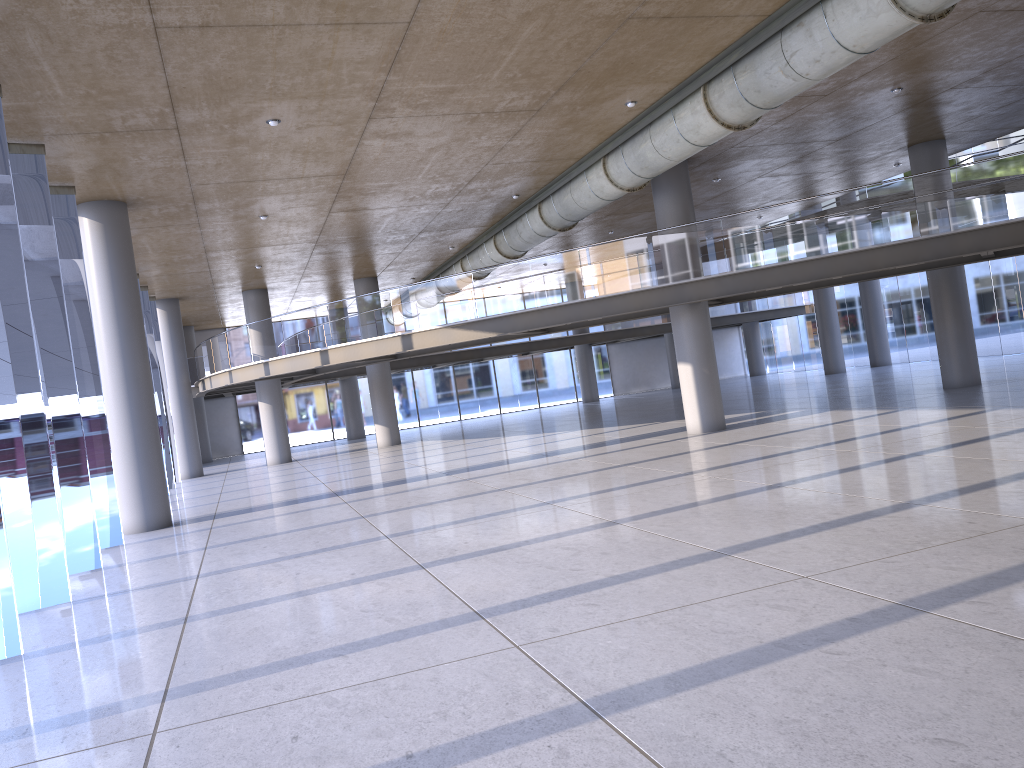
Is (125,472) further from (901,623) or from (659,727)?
(901,623)
